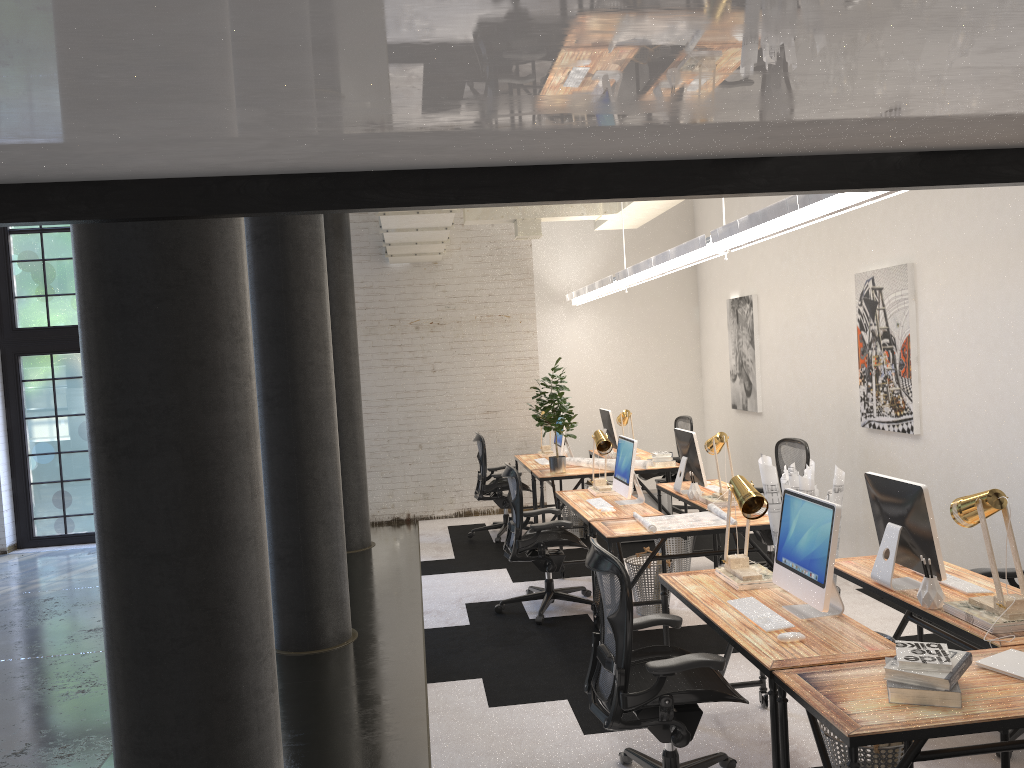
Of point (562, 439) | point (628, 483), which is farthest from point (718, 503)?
point (562, 439)

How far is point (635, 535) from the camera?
5.4m

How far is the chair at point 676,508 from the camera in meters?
9.4 m

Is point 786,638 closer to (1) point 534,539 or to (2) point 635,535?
(2) point 635,535

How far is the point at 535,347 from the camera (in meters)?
10.47

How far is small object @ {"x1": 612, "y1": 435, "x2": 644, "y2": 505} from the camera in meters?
6.3

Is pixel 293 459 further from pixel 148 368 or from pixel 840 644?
pixel 840 644

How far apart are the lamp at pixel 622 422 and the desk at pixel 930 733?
5.9 meters

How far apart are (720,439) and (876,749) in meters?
3.2 m

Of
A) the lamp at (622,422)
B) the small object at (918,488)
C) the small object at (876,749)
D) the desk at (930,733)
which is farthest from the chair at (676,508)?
the desk at (930,733)
